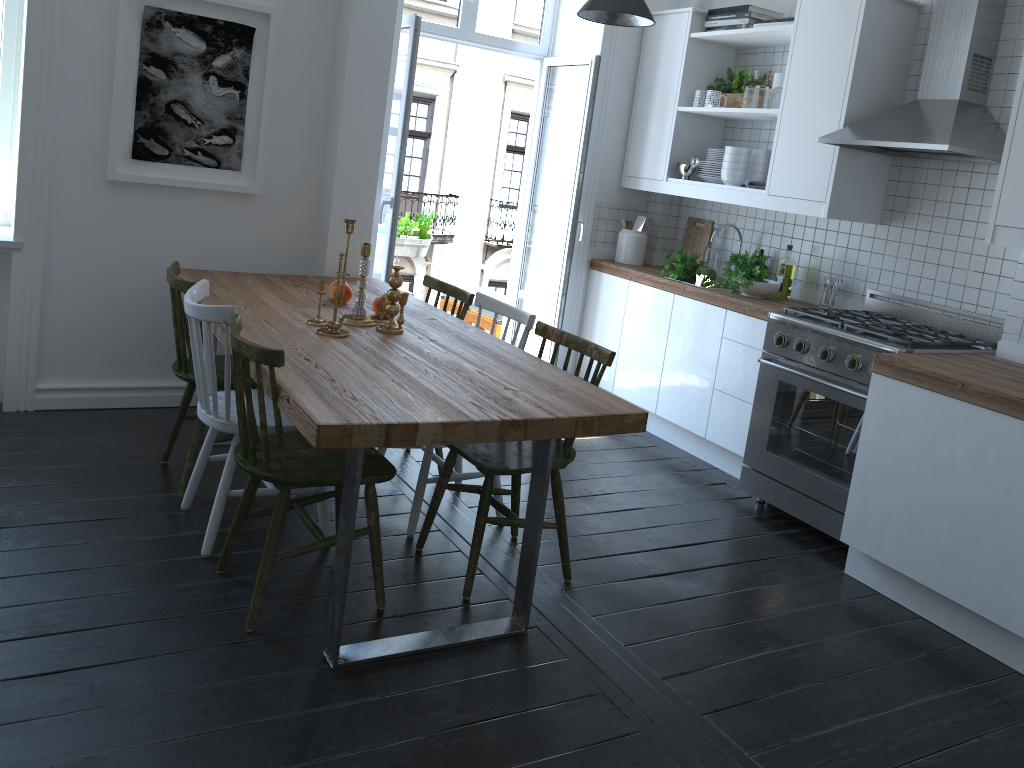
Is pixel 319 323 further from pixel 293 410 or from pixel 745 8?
pixel 745 8

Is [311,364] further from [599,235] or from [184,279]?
[599,235]

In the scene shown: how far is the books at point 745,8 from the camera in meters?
4.5 m

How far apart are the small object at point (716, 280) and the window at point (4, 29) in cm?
330

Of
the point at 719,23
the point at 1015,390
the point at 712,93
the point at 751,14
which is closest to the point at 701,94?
the point at 712,93

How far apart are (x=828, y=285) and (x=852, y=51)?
1.1m

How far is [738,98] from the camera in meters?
4.7

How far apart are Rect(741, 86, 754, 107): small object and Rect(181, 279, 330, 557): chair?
2.8 meters

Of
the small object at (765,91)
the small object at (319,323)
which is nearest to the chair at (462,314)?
the small object at (319,323)

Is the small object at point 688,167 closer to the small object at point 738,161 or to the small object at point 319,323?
the small object at point 738,161
